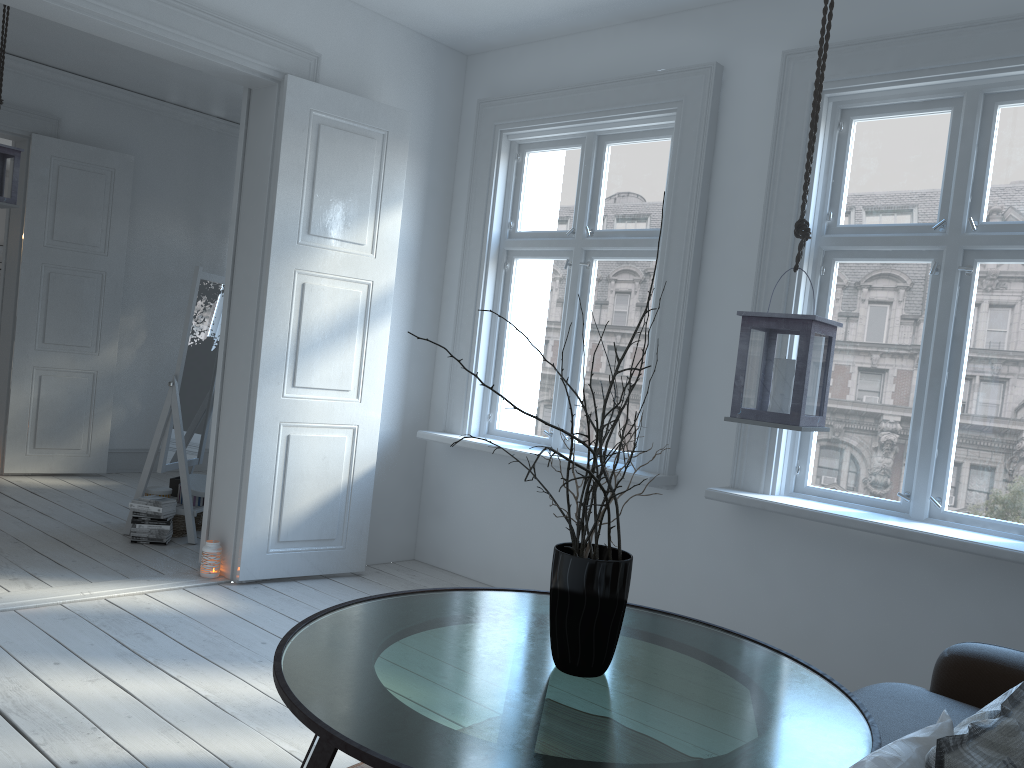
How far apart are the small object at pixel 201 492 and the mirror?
0.08m

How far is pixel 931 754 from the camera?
1.1m

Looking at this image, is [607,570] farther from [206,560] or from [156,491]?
[156,491]

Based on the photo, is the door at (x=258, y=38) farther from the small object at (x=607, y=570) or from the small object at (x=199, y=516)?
the small object at (x=607, y=570)

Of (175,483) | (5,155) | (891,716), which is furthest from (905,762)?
(5,155)

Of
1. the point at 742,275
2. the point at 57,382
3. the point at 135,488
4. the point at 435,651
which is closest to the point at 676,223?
the point at 742,275

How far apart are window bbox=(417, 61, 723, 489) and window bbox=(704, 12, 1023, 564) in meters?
0.3 m

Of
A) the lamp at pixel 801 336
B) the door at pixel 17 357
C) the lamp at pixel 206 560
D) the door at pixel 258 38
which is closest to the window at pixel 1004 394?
the lamp at pixel 801 336

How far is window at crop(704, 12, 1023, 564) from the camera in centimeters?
313cm

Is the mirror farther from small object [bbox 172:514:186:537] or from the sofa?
the sofa
